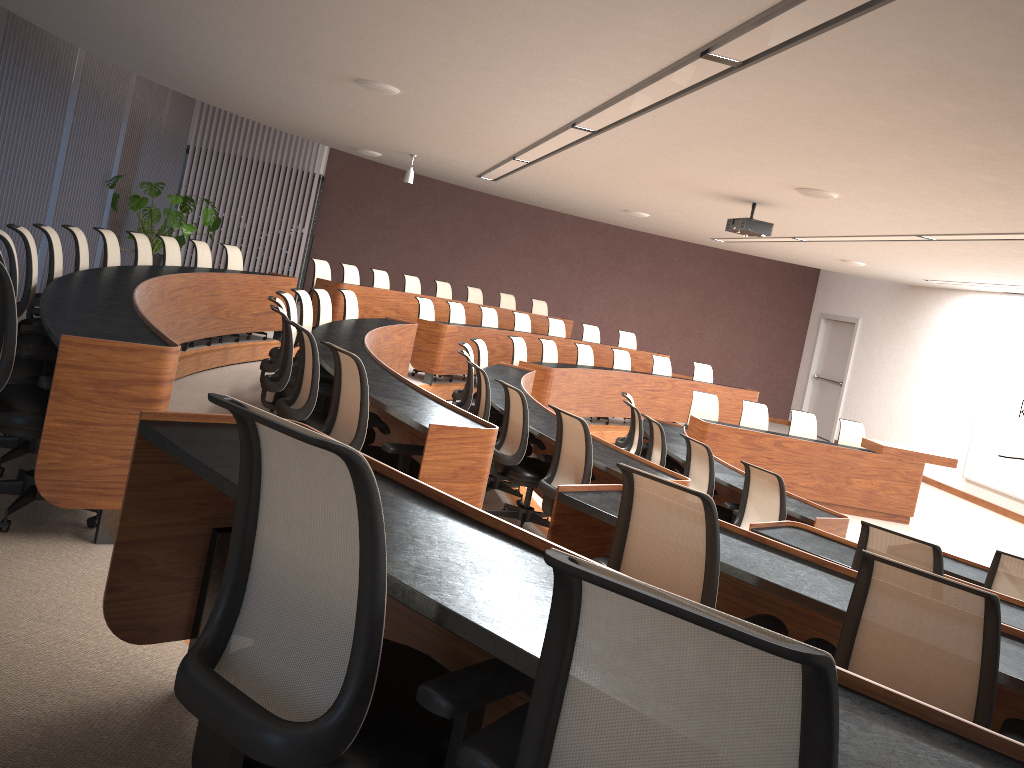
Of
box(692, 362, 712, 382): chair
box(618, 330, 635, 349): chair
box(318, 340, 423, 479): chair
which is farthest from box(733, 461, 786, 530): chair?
box(618, 330, 635, 349): chair

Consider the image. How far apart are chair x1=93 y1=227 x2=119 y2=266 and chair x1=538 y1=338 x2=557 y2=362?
5.38m

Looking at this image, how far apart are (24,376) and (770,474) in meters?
4.4

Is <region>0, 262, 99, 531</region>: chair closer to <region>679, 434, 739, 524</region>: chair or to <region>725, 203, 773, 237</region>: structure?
<region>679, 434, 739, 524</region>: chair

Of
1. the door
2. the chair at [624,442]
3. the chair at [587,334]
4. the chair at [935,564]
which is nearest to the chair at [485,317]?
the chair at [587,334]

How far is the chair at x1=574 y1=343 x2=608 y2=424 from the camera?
11.62m

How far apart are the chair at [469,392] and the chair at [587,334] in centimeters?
637cm

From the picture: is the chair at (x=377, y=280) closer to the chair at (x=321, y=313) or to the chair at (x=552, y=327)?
the chair at (x=552, y=327)

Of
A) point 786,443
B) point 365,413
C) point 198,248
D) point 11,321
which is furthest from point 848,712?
point 786,443

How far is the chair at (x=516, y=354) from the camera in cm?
1031
